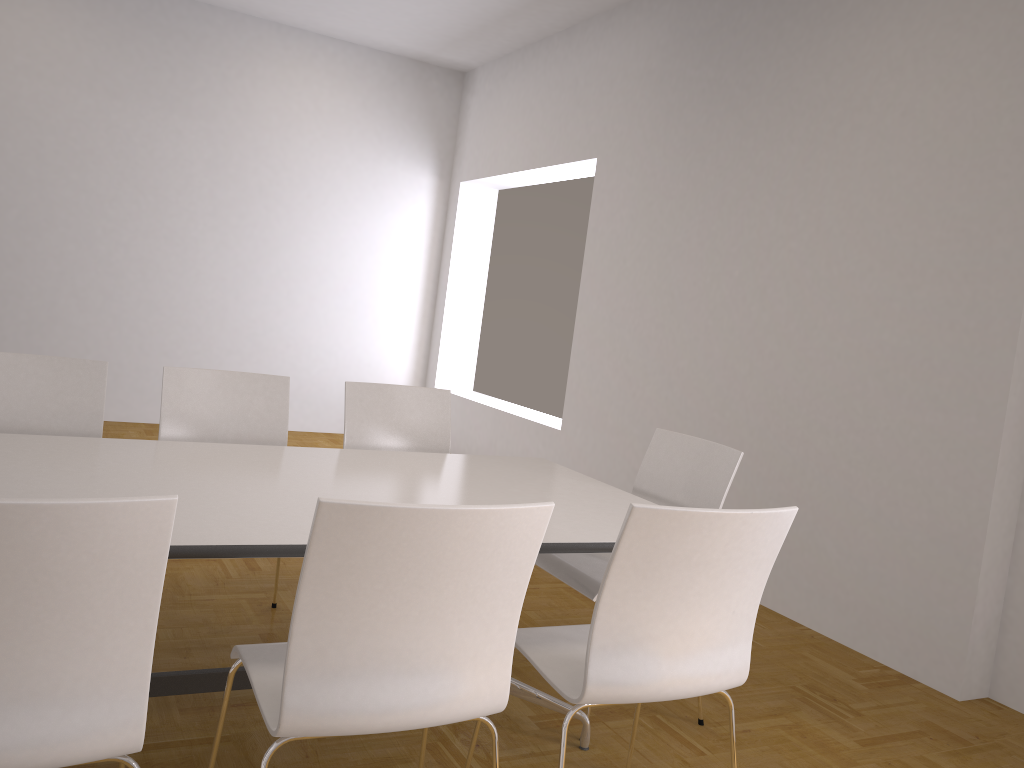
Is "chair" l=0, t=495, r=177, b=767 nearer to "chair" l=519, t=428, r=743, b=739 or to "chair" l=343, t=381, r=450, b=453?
"chair" l=519, t=428, r=743, b=739

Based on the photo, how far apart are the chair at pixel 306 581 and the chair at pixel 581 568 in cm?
94

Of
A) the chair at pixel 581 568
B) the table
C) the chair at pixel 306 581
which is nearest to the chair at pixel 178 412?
the table

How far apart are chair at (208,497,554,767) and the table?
0.2 meters

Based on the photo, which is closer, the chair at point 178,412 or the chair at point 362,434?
the chair at point 178,412

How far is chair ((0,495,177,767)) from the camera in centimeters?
132cm

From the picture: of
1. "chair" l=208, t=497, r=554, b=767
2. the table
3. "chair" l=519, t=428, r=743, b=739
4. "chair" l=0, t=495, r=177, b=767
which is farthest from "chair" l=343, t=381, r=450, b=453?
"chair" l=0, t=495, r=177, b=767

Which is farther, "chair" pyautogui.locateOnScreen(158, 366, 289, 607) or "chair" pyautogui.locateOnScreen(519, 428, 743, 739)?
"chair" pyautogui.locateOnScreen(158, 366, 289, 607)

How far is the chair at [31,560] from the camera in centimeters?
132cm

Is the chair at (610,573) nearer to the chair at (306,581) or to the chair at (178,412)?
the chair at (306,581)
